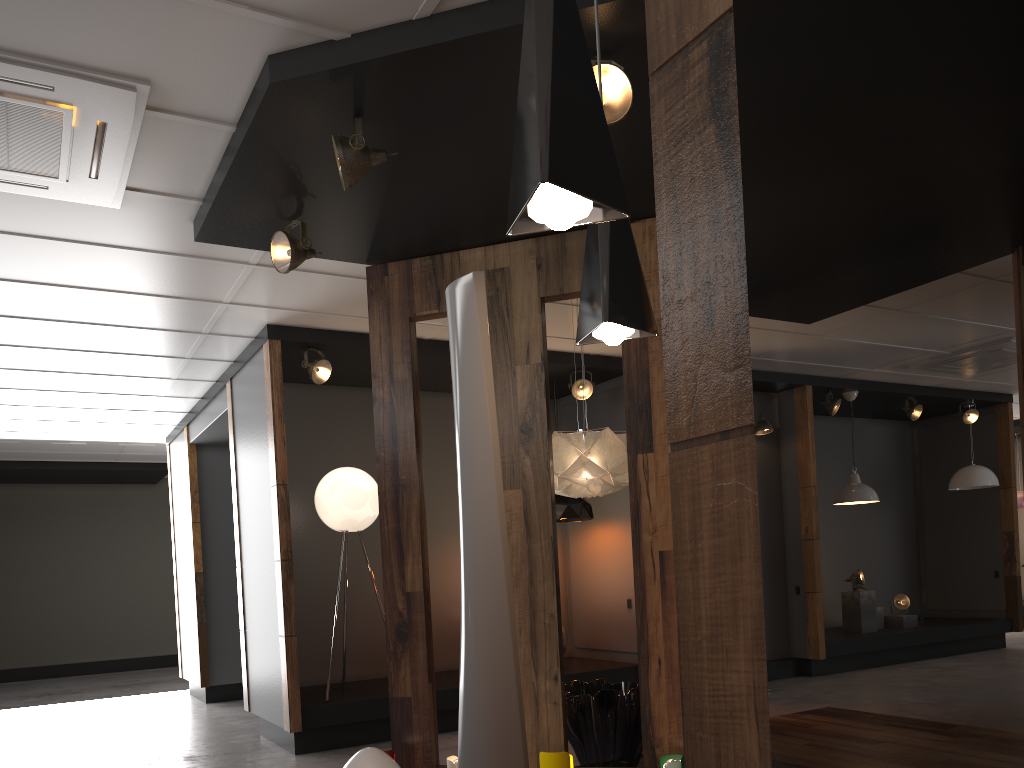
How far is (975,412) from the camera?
10.0m

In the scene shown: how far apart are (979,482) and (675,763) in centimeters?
773cm

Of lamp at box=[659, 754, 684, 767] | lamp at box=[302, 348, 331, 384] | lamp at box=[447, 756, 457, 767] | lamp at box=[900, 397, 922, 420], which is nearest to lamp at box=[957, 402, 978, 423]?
lamp at box=[900, 397, 922, 420]

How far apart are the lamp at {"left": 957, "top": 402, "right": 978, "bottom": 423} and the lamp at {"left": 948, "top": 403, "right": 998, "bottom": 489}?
0.53m

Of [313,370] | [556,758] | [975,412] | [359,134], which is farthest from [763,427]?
[359,134]

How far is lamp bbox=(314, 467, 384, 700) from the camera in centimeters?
628cm

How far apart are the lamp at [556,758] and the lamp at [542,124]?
2.9m

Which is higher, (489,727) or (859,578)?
(859,578)

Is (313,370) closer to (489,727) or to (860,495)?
(489,727)

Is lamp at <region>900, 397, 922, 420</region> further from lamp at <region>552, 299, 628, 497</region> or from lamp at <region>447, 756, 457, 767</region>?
lamp at <region>447, 756, 457, 767</region>
